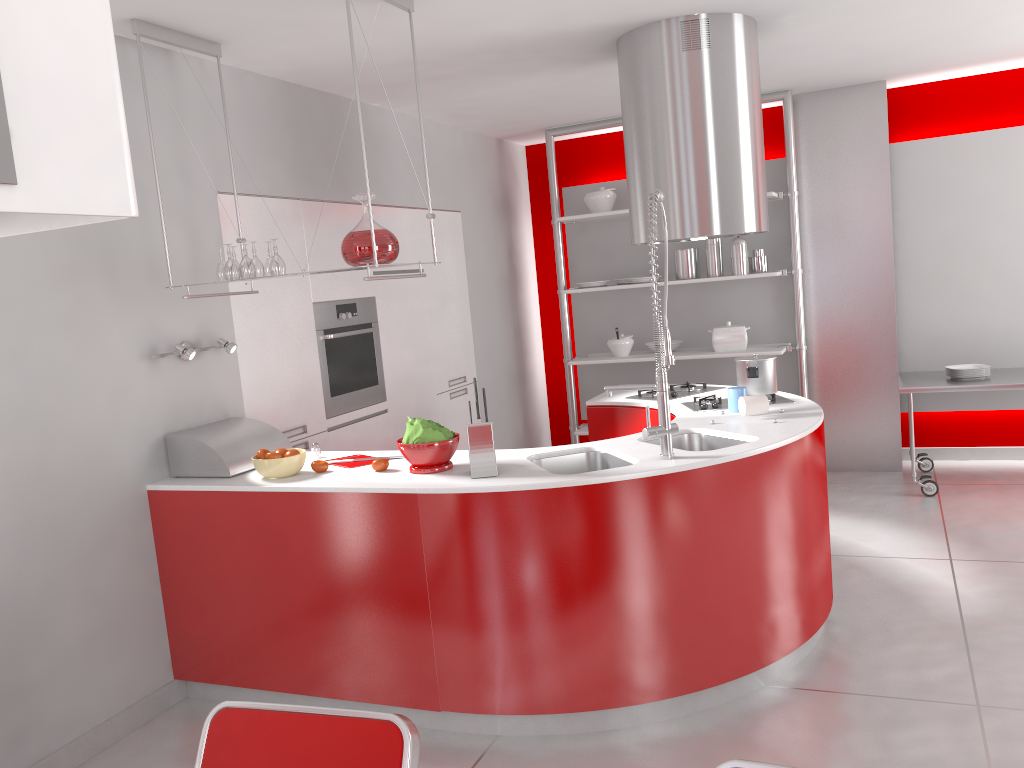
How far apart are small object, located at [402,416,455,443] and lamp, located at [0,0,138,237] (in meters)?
2.71

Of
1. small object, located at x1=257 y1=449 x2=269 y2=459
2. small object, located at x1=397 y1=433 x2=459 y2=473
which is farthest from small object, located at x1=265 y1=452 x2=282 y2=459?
small object, located at x1=397 y1=433 x2=459 y2=473

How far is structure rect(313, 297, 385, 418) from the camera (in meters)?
4.56

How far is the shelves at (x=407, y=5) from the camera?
3.2 meters

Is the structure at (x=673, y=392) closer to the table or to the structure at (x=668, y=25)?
the structure at (x=668, y=25)

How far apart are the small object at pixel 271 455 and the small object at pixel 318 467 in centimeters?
15cm

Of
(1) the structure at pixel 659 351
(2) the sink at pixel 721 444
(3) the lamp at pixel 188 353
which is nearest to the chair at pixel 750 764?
(1) the structure at pixel 659 351

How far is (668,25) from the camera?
3.9m

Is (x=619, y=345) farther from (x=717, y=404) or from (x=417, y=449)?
(x=417, y=449)

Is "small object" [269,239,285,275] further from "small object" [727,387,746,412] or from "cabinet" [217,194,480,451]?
"small object" [727,387,746,412]
